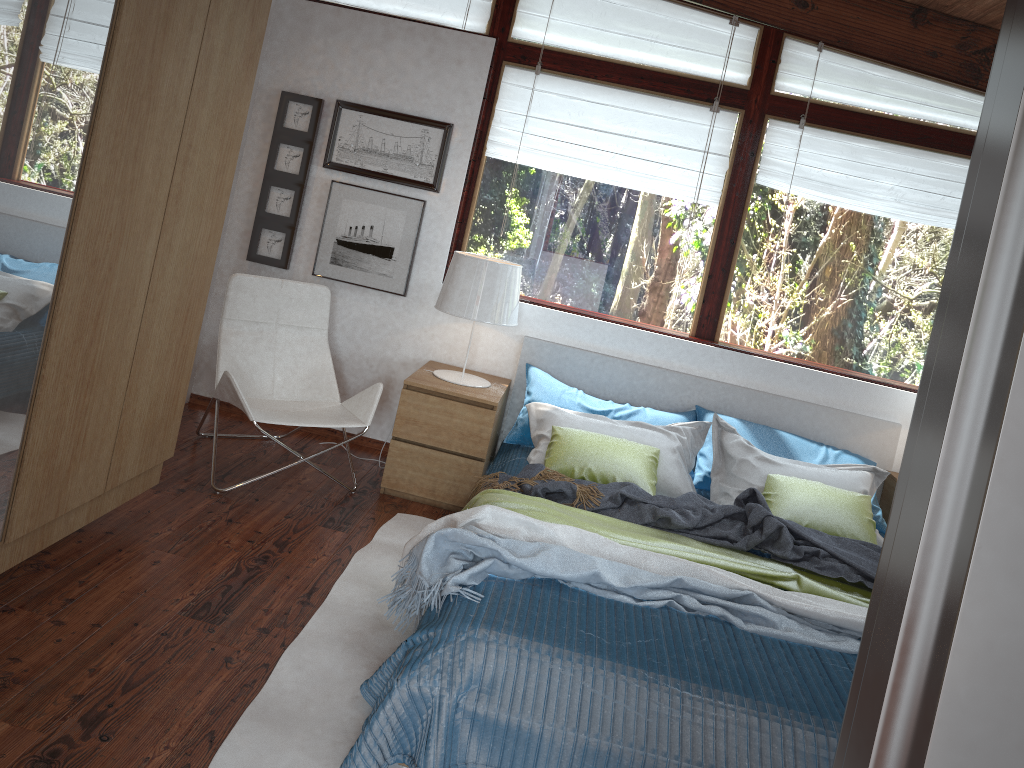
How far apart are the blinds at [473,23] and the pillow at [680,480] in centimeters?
187cm

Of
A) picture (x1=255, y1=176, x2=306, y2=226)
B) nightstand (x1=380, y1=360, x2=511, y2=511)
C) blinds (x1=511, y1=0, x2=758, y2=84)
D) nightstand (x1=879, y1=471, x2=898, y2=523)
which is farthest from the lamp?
nightstand (x1=879, y1=471, x2=898, y2=523)

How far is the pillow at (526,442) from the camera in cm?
413

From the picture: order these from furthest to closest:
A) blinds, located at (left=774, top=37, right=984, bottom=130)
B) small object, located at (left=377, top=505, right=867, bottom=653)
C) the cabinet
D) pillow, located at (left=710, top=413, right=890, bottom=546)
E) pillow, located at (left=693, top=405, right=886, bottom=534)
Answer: blinds, located at (left=774, top=37, right=984, bottom=130) → pillow, located at (left=693, top=405, right=886, bottom=534) → pillow, located at (left=710, top=413, right=890, bottom=546) → small object, located at (left=377, top=505, right=867, bottom=653) → the cabinet

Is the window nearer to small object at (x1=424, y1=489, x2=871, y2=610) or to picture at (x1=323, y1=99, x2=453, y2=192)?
picture at (x1=323, y1=99, x2=453, y2=192)

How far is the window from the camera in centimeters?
436cm

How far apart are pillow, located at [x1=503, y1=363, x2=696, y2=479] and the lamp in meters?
0.2 m

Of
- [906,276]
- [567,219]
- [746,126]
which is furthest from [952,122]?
[567,219]

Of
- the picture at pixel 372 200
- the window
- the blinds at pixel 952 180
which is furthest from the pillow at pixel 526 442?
the blinds at pixel 952 180

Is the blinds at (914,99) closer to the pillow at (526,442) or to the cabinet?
the pillow at (526,442)
